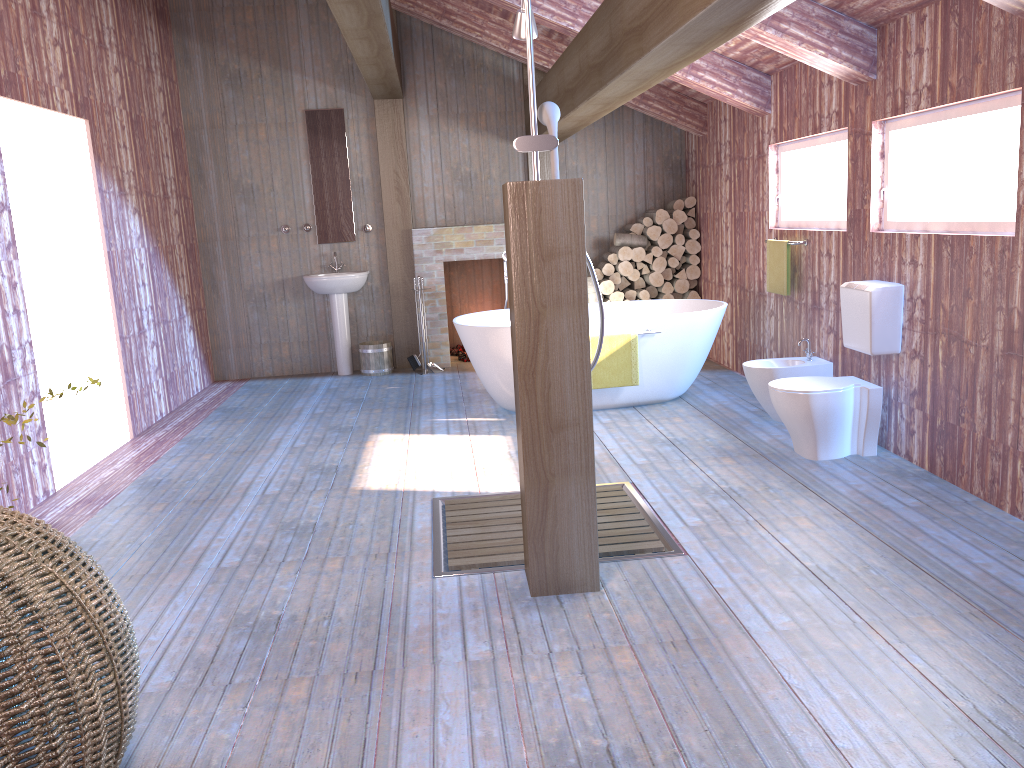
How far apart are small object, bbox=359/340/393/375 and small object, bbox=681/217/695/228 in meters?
3.0 m

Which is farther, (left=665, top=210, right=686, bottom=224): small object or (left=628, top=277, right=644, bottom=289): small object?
(left=628, top=277, right=644, bottom=289): small object

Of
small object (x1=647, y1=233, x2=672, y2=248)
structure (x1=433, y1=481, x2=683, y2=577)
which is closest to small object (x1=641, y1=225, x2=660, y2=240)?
small object (x1=647, y1=233, x2=672, y2=248)

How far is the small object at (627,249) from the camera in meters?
8.0

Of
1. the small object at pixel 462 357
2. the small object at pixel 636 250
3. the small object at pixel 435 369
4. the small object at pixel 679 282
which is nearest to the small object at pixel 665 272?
the small object at pixel 679 282

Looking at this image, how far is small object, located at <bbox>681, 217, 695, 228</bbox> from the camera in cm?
815

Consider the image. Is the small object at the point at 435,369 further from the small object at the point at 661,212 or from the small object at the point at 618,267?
the small object at the point at 661,212

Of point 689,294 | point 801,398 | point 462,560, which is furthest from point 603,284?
point 462,560

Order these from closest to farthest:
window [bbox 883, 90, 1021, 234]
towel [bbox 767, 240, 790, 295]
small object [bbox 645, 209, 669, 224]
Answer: window [bbox 883, 90, 1021, 234], towel [bbox 767, 240, 790, 295], small object [bbox 645, 209, 669, 224]

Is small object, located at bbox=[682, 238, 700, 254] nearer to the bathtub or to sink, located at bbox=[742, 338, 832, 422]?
the bathtub
